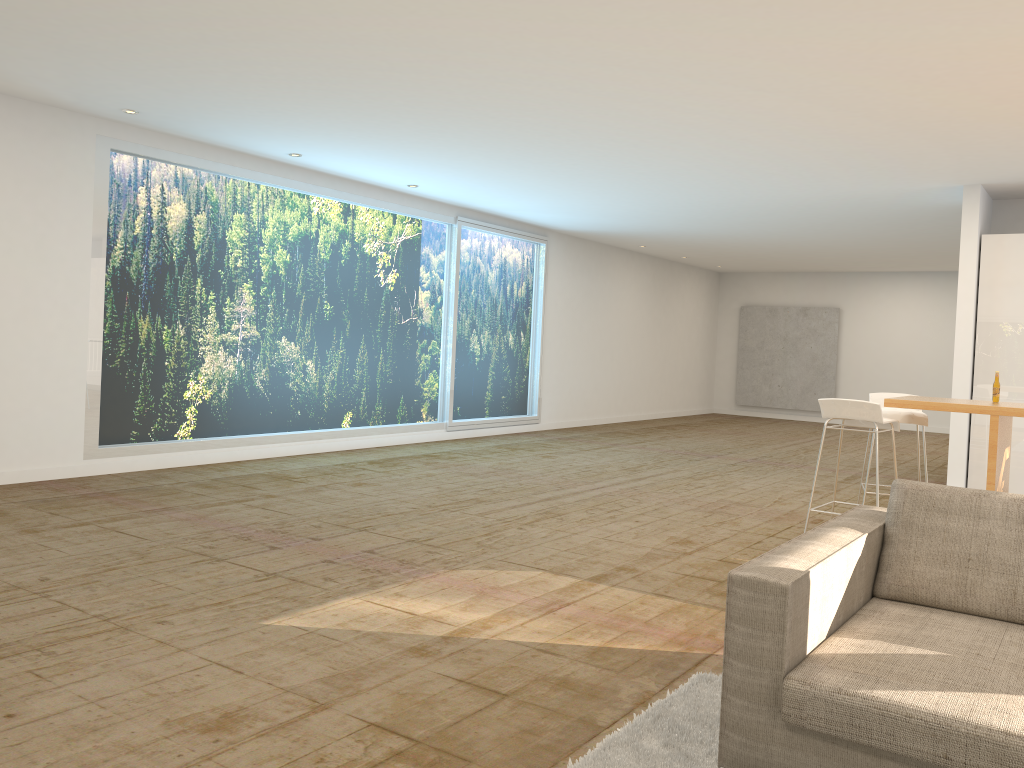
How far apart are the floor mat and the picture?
15.12m

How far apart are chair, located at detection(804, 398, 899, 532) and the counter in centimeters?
12cm

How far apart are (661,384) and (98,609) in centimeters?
1363cm

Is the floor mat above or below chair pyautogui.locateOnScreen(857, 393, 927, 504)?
below

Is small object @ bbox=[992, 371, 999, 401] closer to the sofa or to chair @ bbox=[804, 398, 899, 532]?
chair @ bbox=[804, 398, 899, 532]

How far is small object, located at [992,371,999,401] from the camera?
5.96m

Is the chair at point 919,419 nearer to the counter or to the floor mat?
the counter

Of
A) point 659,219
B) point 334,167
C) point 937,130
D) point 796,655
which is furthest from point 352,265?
point 796,655

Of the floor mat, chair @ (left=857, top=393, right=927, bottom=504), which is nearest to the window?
chair @ (left=857, top=393, right=927, bottom=504)

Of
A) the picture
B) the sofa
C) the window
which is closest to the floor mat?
the sofa
